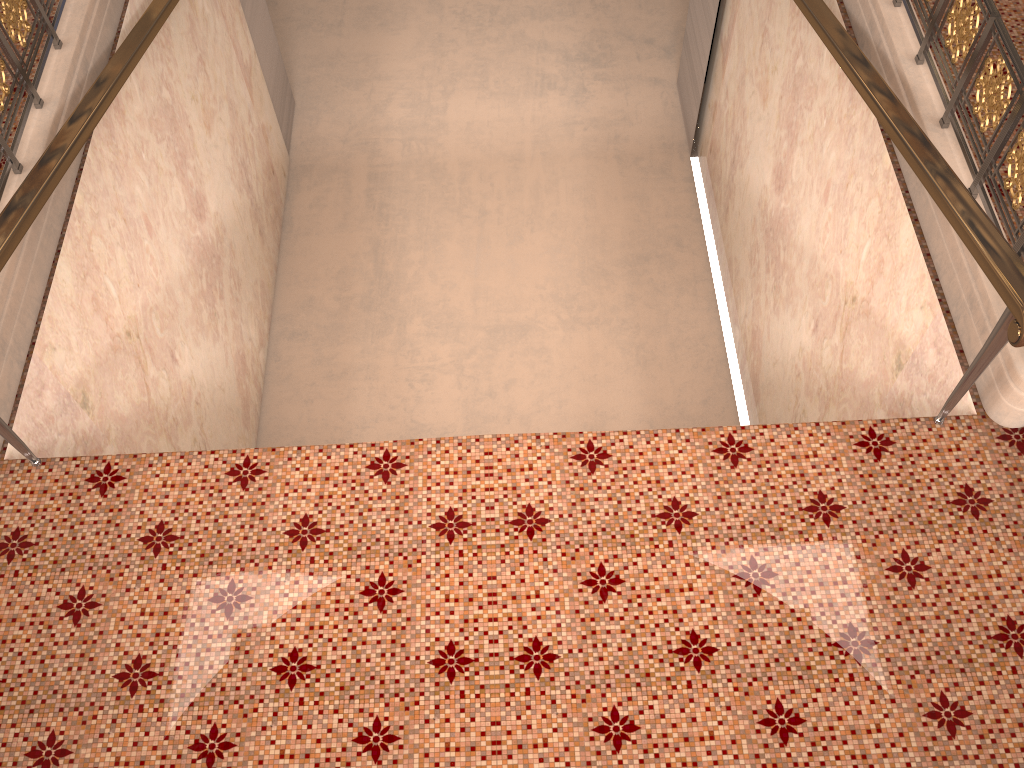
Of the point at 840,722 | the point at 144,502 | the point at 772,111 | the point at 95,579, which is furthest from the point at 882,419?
the point at 772,111

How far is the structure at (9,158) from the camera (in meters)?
4.06

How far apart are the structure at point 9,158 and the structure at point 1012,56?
4.3m

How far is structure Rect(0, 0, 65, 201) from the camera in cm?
Result: 406

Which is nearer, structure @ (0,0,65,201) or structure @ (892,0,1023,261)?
structure @ (892,0,1023,261)

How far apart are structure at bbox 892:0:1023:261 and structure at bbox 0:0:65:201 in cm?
432

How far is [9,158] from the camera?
4.1 meters

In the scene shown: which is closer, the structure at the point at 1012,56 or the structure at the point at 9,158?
the structure at the point at 1012,56

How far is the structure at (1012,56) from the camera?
3.5 meters
